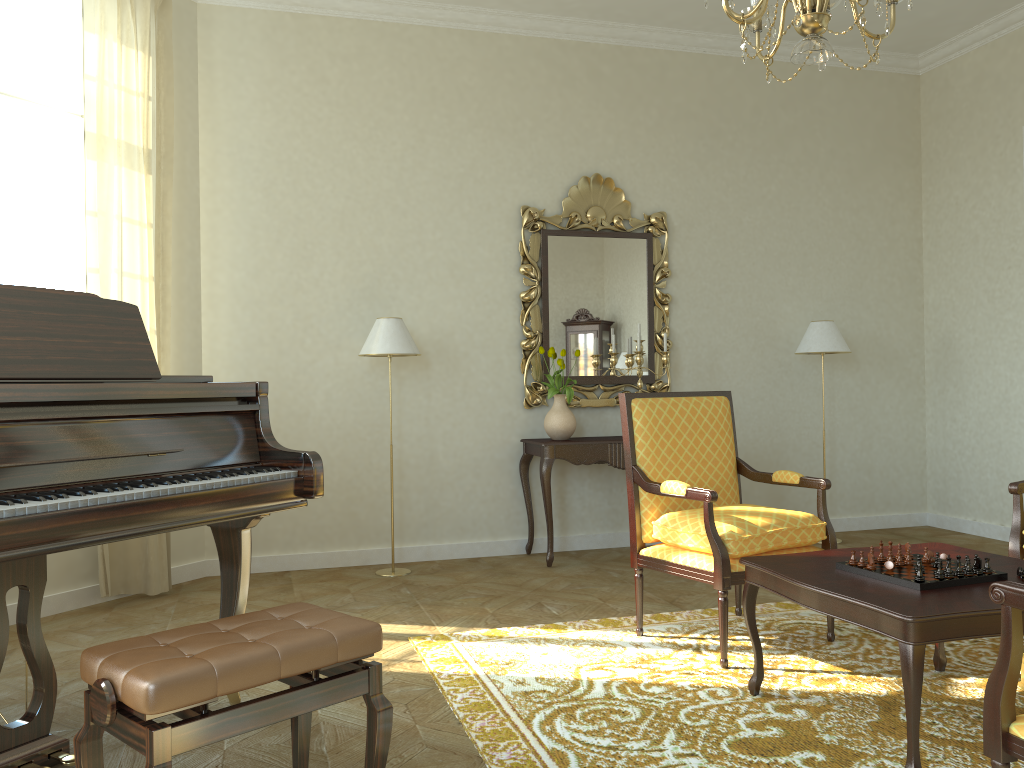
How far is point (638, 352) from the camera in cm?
571

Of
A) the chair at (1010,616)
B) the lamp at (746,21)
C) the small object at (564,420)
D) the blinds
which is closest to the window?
the blinds

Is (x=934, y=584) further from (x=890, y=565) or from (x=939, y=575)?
(x=890, y=565)

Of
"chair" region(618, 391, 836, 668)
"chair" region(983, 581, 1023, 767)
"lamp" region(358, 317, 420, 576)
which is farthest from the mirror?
"chair" region(983, 581, 1023, 767)

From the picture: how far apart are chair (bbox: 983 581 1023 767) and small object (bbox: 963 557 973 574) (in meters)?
0.91

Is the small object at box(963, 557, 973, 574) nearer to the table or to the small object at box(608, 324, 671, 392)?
the table

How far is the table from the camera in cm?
239

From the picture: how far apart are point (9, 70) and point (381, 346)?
2.44m

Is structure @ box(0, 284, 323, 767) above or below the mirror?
below

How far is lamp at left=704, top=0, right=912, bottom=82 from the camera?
2.70m
